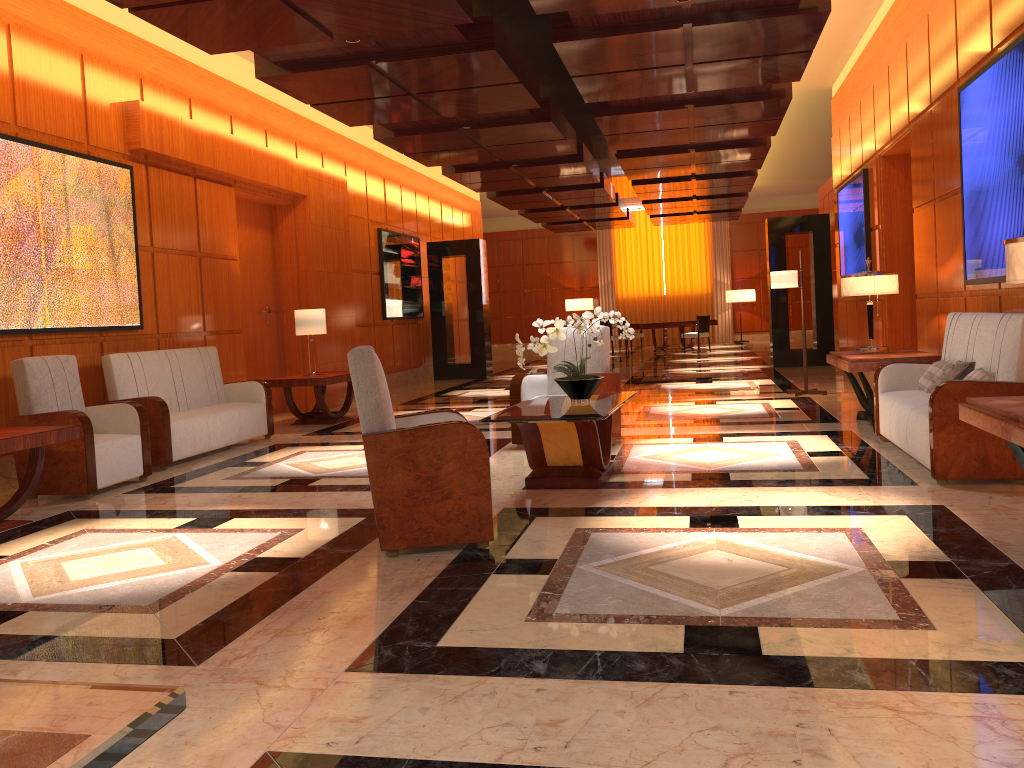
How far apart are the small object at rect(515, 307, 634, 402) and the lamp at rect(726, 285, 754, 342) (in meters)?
19.88

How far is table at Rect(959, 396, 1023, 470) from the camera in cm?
329

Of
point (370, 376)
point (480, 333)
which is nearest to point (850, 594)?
point (370, 376)

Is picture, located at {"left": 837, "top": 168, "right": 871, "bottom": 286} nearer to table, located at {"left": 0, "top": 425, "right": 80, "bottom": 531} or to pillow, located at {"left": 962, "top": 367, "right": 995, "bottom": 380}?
pillow, located at {"left": 962, "top": 367, "right": 995, "bottom": 380}

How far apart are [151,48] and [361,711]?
7.6 meters

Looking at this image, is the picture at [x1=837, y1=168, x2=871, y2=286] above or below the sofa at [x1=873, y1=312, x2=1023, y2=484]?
above

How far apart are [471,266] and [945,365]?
10.6m

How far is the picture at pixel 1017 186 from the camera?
5.40m

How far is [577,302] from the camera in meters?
25.8 m

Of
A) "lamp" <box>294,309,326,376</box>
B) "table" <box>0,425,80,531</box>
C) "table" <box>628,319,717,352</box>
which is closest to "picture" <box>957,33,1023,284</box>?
"table" <box>0,425,80,531</box>
